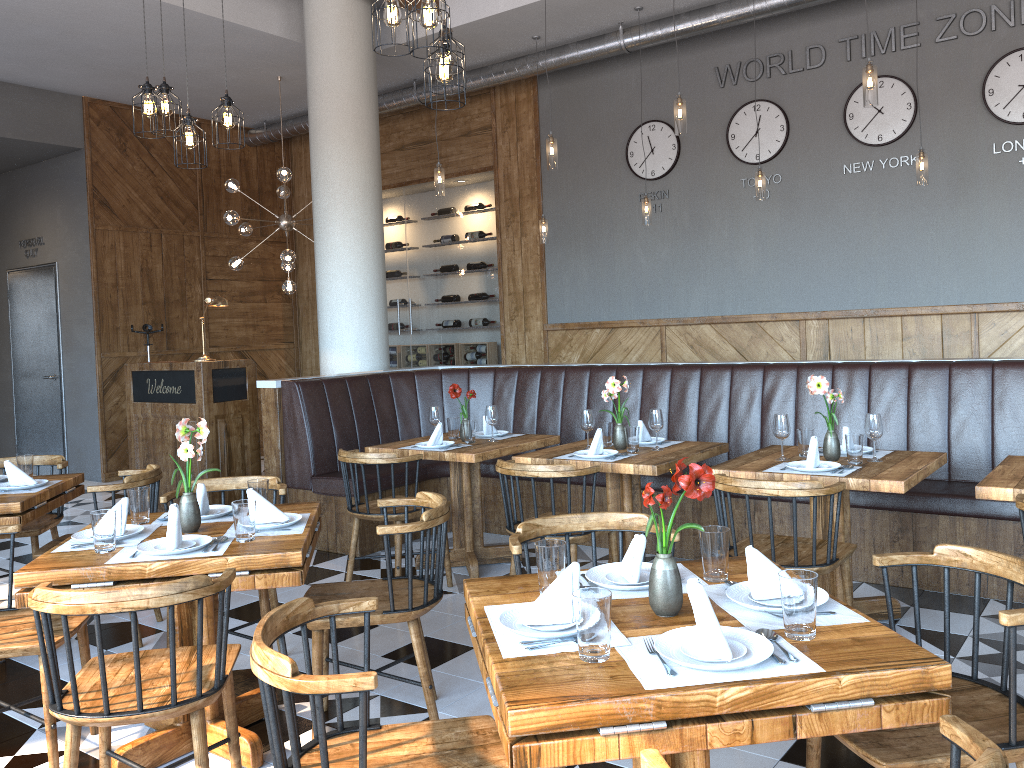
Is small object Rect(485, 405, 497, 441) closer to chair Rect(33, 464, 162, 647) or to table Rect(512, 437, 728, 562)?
table Rect(512, 437, 728, 562)

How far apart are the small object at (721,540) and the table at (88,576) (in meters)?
1.28

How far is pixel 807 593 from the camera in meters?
1.8 m

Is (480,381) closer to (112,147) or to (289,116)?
(289,116)

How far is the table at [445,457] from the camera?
4.97m

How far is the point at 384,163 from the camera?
10.4 meters

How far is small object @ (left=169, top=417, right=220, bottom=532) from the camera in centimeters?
307cm

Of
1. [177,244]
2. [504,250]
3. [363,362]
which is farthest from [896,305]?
[177,244]

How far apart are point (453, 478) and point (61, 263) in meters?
6.5

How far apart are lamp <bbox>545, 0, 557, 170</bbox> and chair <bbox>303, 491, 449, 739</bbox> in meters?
3.4 m
